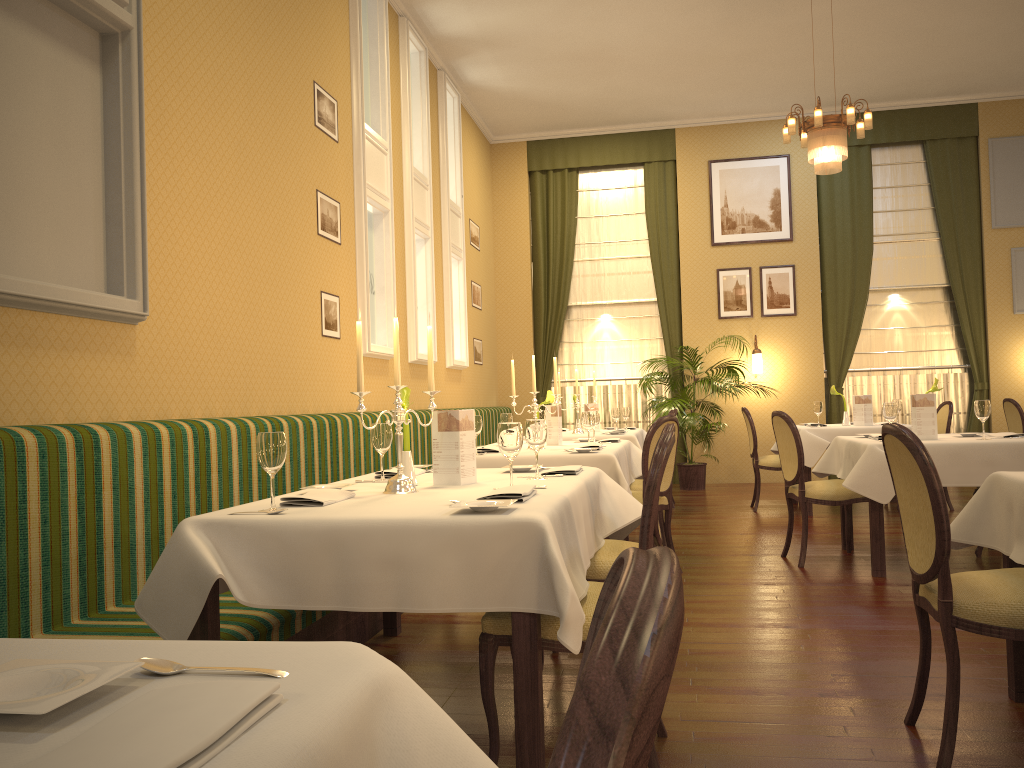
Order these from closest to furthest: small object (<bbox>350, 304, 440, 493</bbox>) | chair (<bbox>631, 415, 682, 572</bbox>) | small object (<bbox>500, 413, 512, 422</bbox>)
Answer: small object (<bbox>350, 304, 440, 493</bbox>) < chair (<bbox>631, 415, 682, 572</bbox>) < small object (<bbox>500, 413, 512, 422</bbox>)

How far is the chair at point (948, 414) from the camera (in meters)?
7.75

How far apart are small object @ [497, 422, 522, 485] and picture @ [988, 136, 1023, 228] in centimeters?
951cm

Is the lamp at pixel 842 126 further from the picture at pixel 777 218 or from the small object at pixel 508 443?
the small object at pixel 508 443

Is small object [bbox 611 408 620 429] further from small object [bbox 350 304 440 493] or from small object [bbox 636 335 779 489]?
small object [bbox 350 304 440 493]

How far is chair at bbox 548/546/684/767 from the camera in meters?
0.4

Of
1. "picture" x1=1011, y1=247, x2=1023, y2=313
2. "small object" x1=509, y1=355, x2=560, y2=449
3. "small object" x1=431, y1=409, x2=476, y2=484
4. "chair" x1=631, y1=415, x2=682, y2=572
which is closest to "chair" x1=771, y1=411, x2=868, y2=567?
"chair" x1=631, y1=415, x2=682, y2=572

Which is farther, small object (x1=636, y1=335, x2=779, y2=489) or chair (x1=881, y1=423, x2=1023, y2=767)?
small object (x1=636, y1=335, x2=779, y2=489)

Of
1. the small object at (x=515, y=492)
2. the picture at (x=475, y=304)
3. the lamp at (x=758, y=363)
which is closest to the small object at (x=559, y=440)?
the small object at (x=515, y=492)

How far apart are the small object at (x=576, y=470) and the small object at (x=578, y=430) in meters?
4.5 m
